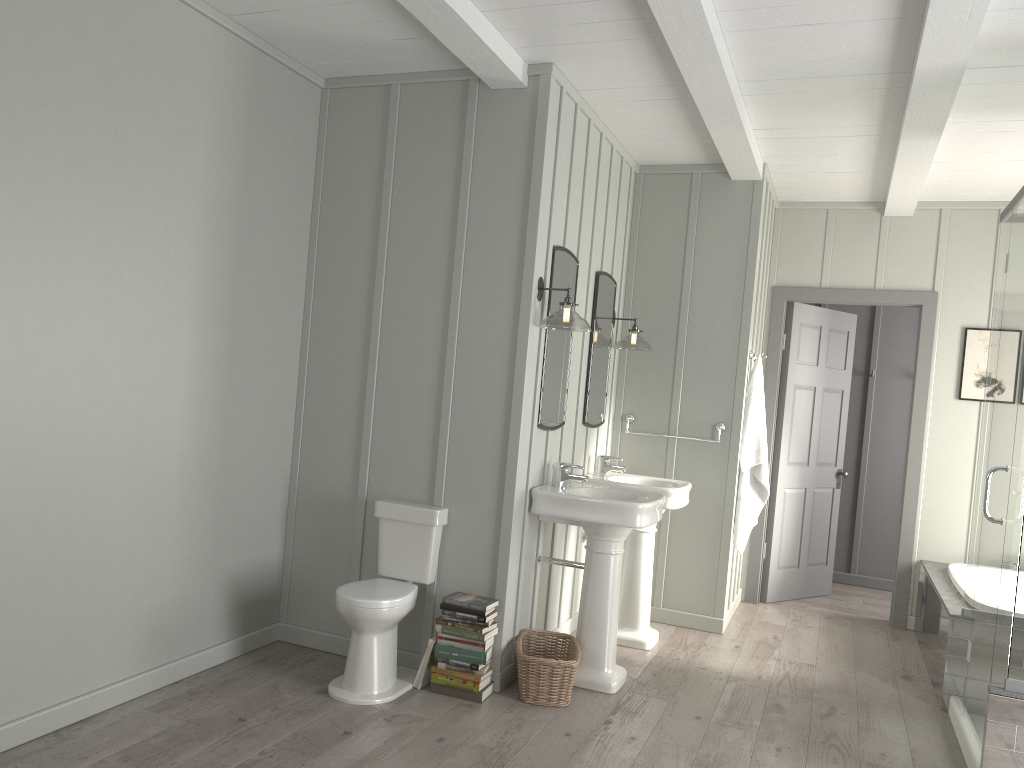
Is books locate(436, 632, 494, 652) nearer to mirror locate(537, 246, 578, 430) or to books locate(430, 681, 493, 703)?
books locate(430, 681, 493, 703)

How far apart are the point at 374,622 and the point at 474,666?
0.48m

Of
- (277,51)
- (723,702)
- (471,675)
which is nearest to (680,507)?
(723,702)

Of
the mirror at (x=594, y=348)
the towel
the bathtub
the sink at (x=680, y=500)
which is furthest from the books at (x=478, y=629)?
the bathtub

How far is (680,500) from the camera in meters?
4.8 m

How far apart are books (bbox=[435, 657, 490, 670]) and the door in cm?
308

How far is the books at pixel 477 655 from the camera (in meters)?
3.76

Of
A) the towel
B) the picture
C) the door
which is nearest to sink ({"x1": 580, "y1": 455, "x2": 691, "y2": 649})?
the towel

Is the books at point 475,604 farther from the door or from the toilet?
the door

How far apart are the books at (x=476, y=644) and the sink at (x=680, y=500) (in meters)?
1.31
